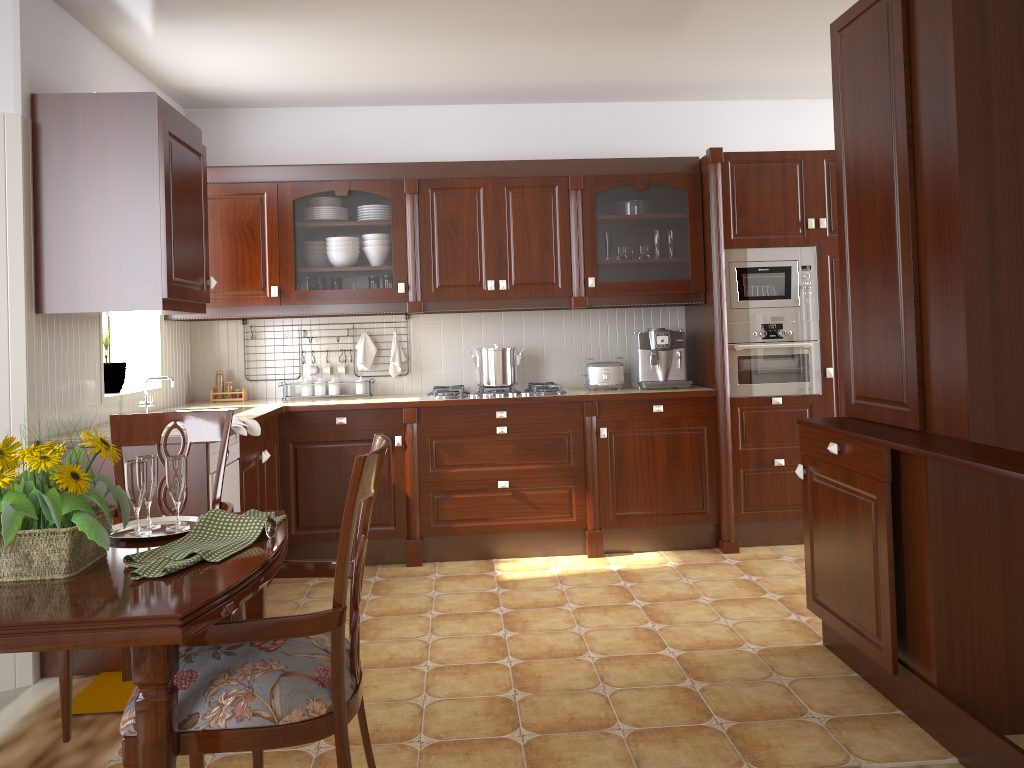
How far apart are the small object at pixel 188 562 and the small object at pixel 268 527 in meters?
0.0

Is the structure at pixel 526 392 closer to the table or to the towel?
the towel

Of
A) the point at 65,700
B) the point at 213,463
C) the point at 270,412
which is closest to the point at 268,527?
the point at 65,700

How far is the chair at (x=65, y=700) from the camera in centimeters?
215cm

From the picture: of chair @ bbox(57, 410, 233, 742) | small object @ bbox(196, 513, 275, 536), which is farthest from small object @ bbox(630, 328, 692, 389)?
small object @ bbox(196, 513, 275, 536)

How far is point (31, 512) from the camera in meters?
1.4

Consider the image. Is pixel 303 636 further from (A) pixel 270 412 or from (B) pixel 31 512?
(A) pixel 270 412

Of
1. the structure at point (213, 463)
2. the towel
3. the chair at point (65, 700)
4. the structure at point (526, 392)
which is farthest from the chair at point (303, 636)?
the structure at point (526, 392)

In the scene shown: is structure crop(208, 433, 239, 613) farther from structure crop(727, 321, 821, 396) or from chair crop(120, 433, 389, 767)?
structure crop(727, 321, 821, 396)

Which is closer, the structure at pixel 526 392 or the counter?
the counter
